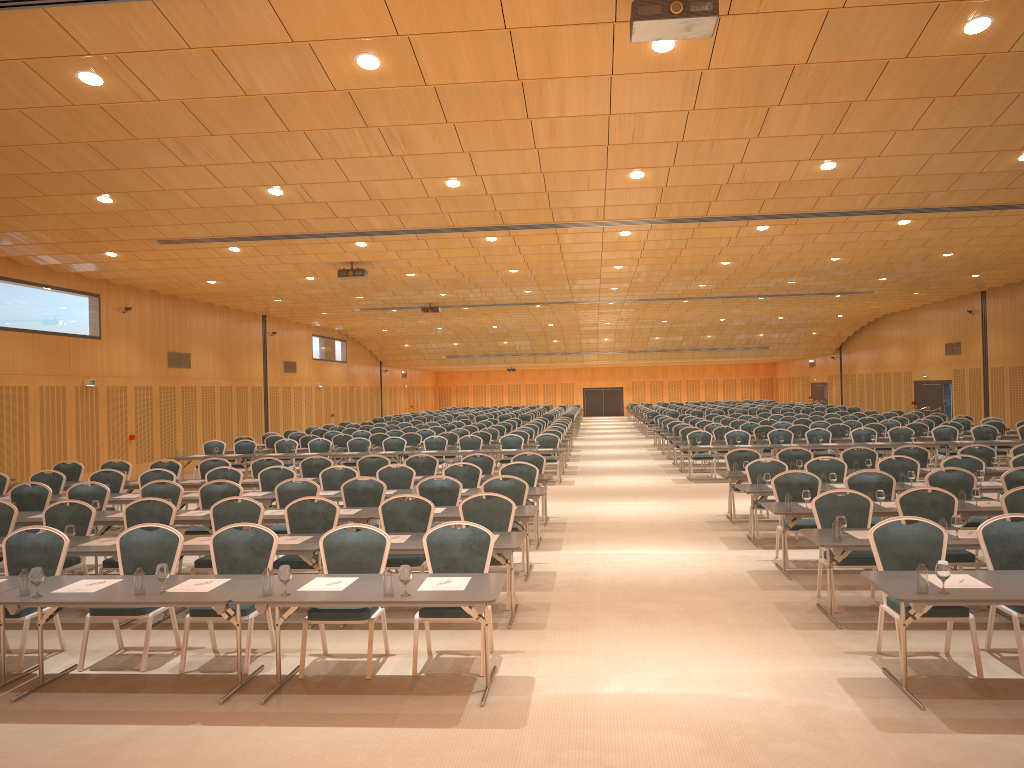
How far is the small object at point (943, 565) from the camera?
5.9m

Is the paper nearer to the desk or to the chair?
the desk

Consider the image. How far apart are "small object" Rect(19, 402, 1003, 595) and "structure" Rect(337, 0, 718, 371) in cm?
401

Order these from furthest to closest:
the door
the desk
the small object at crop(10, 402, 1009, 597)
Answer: the door → the desk → the small object at crop(10, 402, 1009, 597)

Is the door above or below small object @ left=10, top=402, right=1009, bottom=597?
above

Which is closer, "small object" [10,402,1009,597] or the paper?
"small object" [10,402,1009,597]

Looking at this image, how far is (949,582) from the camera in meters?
6.3

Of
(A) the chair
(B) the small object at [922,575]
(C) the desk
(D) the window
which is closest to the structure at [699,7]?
(A) the chair

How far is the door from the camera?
33.6m

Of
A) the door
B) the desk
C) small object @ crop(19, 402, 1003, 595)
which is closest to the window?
the door
